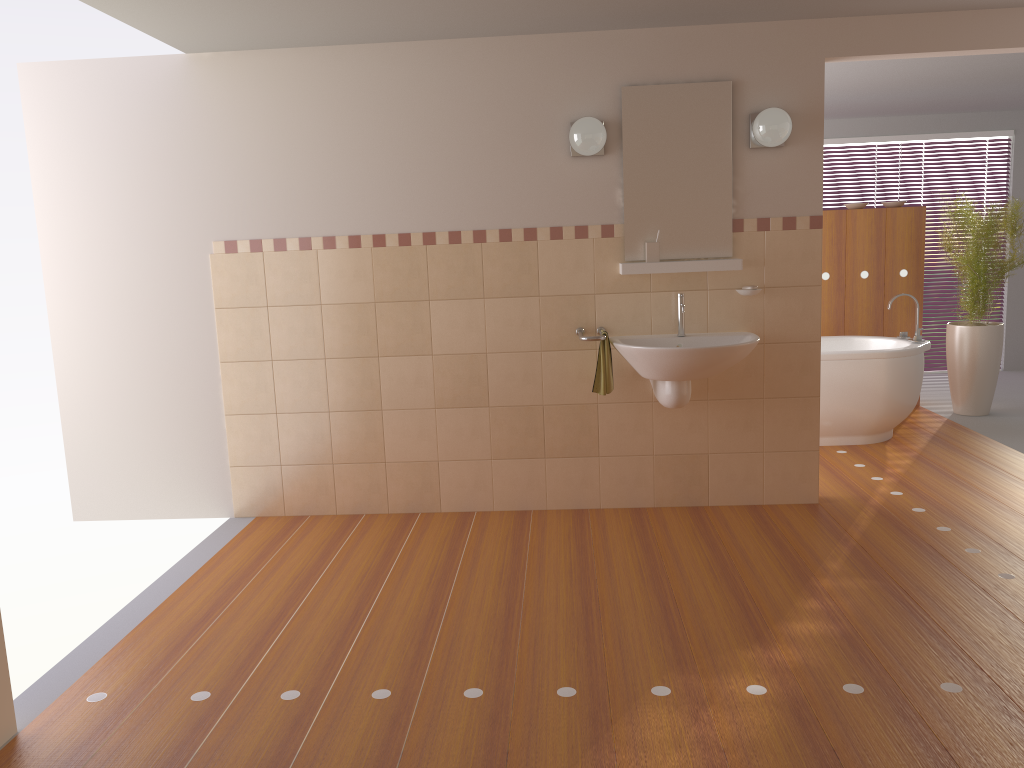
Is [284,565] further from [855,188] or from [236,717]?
[855,188]

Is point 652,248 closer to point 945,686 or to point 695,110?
point 695,110

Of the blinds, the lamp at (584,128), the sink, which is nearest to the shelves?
the sink

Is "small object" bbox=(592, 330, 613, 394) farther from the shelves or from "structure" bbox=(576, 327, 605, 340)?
the shelves

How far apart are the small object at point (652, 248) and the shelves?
0.04m

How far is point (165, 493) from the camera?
4.5 meters

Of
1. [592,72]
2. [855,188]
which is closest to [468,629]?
[592,72]

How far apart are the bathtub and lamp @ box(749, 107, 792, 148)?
1.7 meters

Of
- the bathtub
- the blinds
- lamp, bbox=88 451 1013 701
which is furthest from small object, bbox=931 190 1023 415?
lamp, bbox=88 451 1013 701

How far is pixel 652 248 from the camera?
4.1 meters
